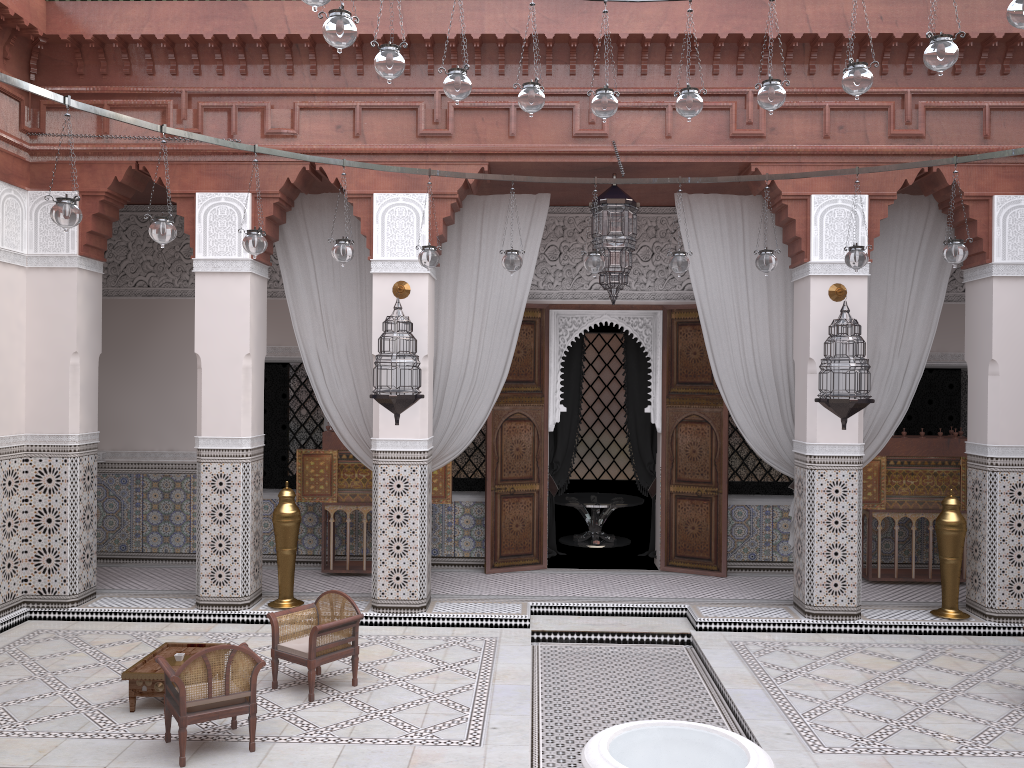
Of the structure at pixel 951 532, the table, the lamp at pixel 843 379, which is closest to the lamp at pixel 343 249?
the table

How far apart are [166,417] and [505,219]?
2.2m

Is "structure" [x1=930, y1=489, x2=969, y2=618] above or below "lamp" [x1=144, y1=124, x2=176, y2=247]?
below

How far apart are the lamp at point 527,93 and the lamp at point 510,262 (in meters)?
0.80

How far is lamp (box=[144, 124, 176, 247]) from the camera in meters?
2.6

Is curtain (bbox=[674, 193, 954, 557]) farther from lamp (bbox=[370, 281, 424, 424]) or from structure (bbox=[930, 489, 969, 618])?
lamp (bbox=[370, 281, 424, 424])

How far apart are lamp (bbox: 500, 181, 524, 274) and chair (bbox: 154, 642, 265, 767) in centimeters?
157cm

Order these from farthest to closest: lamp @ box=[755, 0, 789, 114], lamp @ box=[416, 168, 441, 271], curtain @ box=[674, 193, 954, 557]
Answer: curtain @ box=[674, 193, 954, 557], lamp @ box=[416, 168, 441, 271], lamp @ box=[755, 0, 789, 114]

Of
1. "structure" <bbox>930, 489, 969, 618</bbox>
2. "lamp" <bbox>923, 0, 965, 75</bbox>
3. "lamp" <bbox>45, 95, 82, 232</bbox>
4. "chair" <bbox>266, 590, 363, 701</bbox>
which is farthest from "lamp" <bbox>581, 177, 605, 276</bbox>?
"structure" <bbox>930, 489, 969, 618</bbox>

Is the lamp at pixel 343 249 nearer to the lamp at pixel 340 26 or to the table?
the lamp at pixel 340 26
